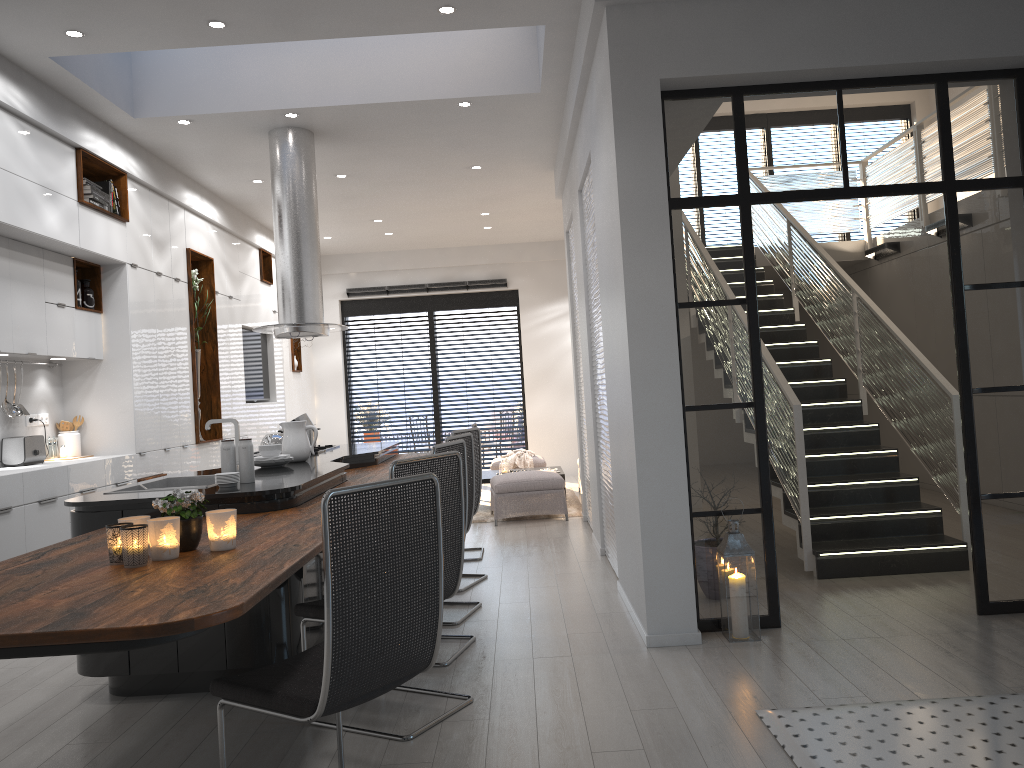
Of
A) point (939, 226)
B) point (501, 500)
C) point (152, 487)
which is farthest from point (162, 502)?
point (939, 226)

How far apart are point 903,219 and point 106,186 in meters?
11.1 m

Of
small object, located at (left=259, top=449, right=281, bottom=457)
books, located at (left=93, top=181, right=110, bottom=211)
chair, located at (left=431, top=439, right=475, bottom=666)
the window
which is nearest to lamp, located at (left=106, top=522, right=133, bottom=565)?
chair, located at (left=431, top=439, right=475, bottom=666)

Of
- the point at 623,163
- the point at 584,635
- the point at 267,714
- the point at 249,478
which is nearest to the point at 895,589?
the point at 584,635

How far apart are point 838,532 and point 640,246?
2.6m

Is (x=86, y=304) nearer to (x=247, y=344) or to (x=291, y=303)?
(x=291, y=303)

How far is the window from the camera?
13.2m

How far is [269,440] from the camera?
5.8m

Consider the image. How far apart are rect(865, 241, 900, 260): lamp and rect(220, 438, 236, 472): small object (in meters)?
7.39

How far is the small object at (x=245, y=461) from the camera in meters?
4.2 m
